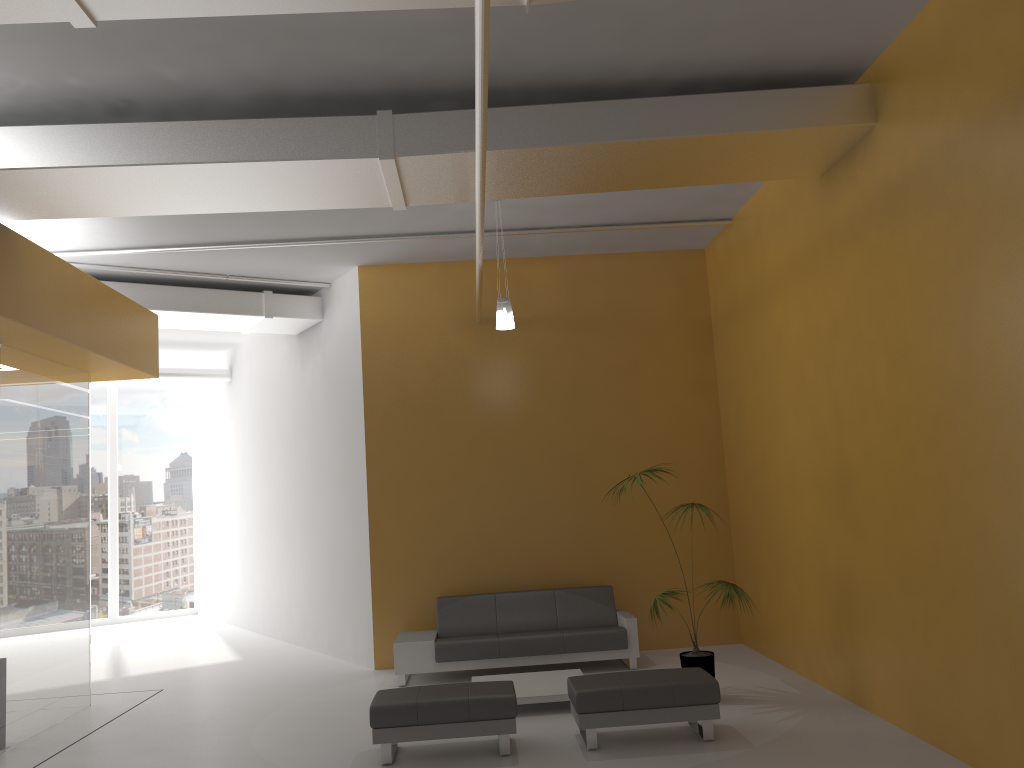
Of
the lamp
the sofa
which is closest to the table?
the sofa

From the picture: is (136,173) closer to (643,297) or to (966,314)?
(966,314)

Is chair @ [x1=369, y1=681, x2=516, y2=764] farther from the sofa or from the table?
the sofa

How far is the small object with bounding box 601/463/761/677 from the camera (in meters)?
7.16

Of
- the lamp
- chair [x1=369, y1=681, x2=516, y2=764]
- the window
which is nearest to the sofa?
chair [x1=369, y1=681, x2=516, y2=764]

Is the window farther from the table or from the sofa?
the table

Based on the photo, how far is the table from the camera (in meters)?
7.18

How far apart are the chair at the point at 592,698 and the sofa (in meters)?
2.12

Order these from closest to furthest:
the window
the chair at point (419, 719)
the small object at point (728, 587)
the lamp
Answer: the chair at point (419, 719) → the small object at point (728, 587) → the lamp → the window

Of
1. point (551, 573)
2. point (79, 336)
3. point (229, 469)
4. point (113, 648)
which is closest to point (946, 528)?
point (551, 573)
